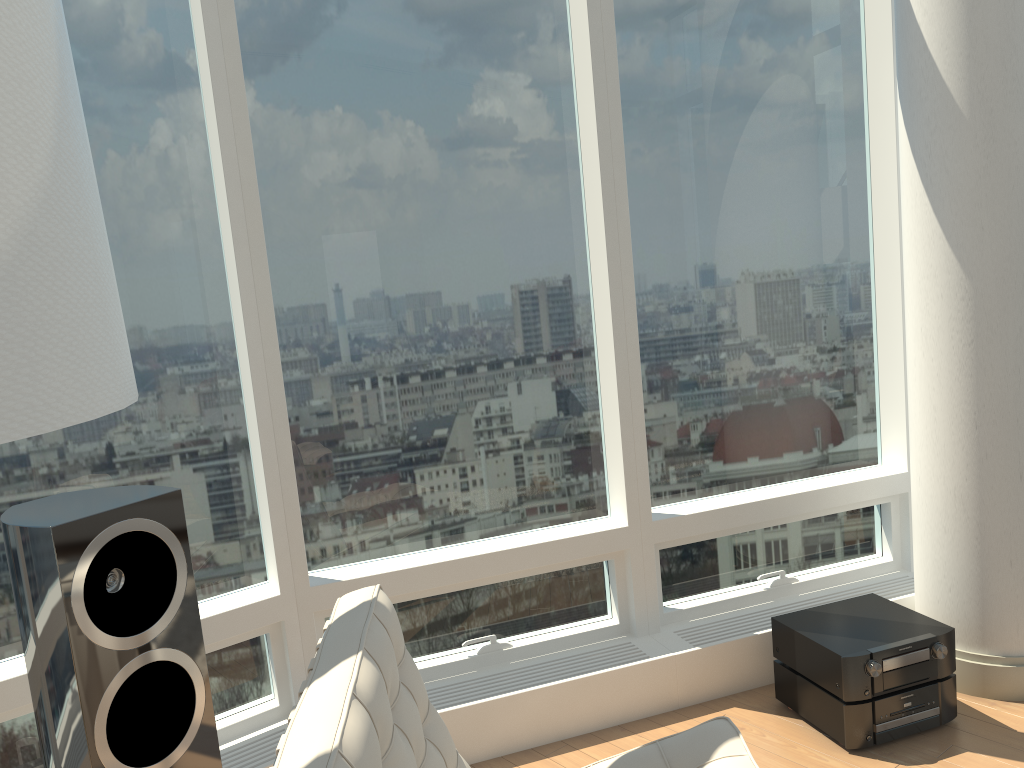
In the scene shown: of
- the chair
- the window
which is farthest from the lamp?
the window

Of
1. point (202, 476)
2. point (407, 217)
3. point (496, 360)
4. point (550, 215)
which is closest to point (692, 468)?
point (496, 360)

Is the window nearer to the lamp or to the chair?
the chair

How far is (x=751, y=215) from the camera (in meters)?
3.48

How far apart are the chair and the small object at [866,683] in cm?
87

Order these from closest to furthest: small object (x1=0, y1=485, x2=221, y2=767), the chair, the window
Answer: the chair < small object (x1=0, y1=485, x2=221, y2=767) < the window

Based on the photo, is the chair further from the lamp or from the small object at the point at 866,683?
the small object at the point at 866,683

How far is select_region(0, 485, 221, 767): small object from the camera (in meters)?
1.83

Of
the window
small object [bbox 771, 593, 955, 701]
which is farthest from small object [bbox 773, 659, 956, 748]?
the window

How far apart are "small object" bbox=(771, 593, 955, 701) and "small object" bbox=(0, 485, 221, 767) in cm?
183
